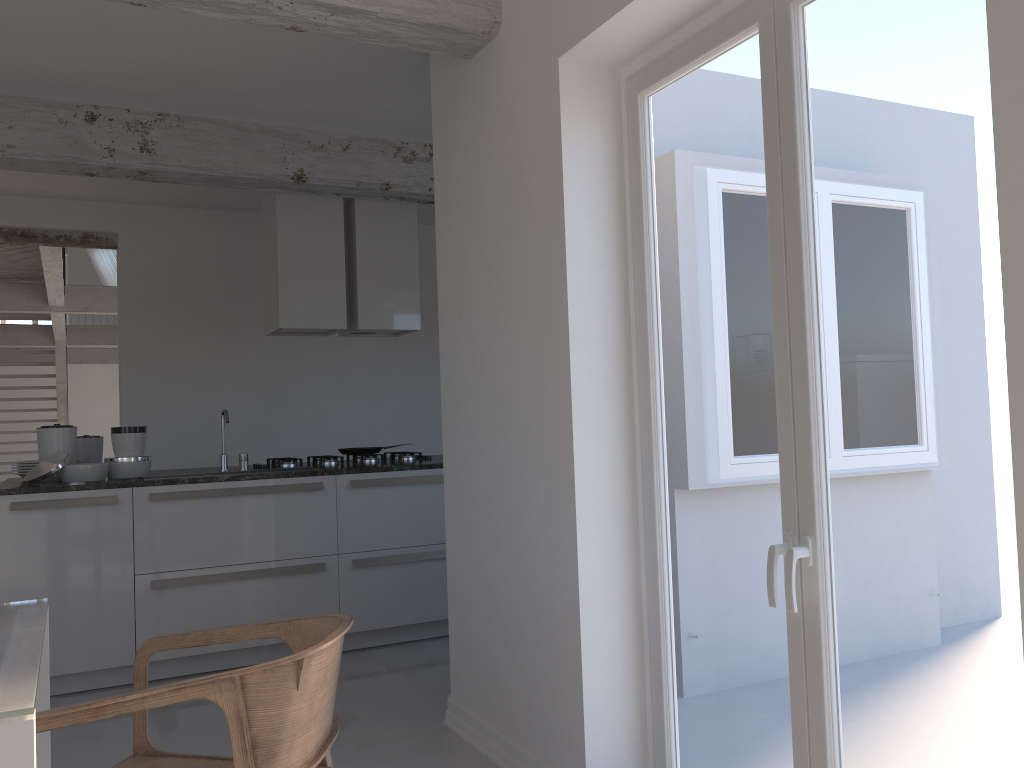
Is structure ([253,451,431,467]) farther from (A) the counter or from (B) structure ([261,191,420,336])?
(B) structure ([261,191,420,336])

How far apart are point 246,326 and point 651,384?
4.79m

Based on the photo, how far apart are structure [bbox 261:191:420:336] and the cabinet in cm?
103

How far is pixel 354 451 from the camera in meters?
5.6

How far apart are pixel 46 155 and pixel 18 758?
3.9m

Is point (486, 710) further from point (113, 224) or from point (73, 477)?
point (113, 224)

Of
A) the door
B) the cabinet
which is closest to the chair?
the door

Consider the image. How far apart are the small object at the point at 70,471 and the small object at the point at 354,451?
1.3m

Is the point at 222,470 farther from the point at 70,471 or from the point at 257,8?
the point at 257,8

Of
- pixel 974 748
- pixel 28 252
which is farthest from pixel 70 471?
pixel 28 252
